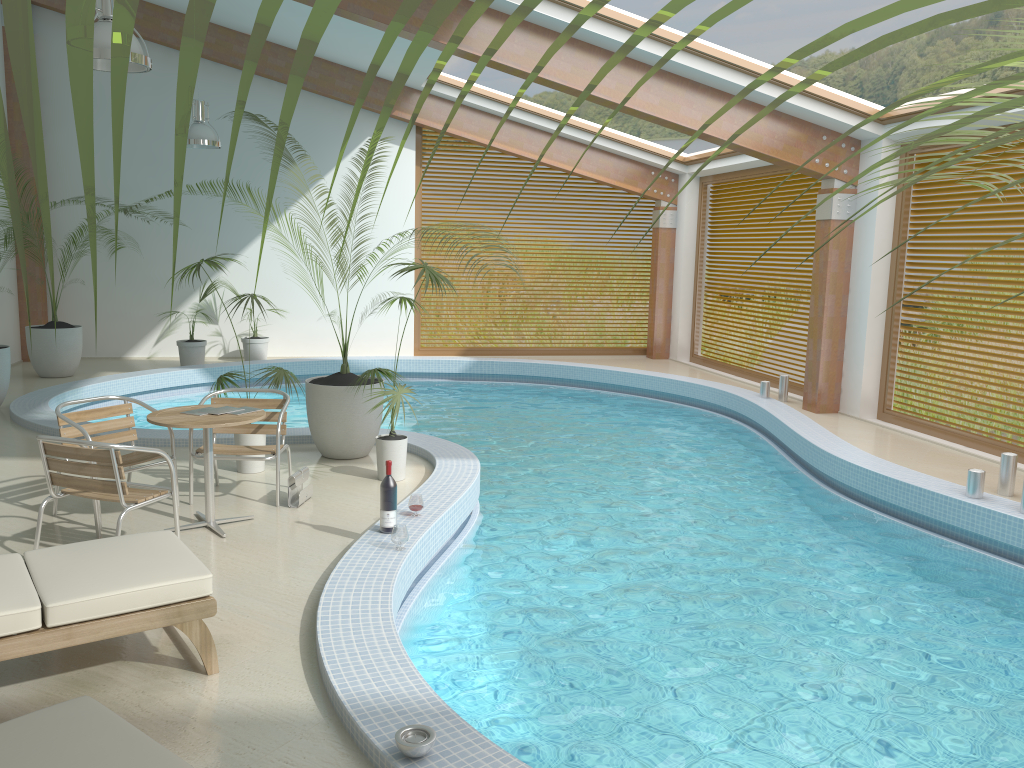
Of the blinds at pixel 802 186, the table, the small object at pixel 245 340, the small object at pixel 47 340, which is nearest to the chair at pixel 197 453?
the table

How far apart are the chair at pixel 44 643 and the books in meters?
1.5 m

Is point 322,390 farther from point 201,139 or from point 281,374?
point 201,139

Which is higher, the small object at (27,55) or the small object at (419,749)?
the small object at (27,55)

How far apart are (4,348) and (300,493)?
4.97m

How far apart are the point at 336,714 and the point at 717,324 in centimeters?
1195cm

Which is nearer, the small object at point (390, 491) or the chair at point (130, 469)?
the small object at point (390, 491)

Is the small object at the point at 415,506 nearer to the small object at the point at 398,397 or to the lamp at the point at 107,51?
the small object at the point at 398,397

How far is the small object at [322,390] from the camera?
7.2m

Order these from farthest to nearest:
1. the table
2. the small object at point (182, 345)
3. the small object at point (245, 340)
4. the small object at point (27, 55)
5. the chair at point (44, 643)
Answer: the small object at point (245, 340) < the small object at point (182, 345) < the table < the chair at point (44, 643) < the small object at point (27, 55)
